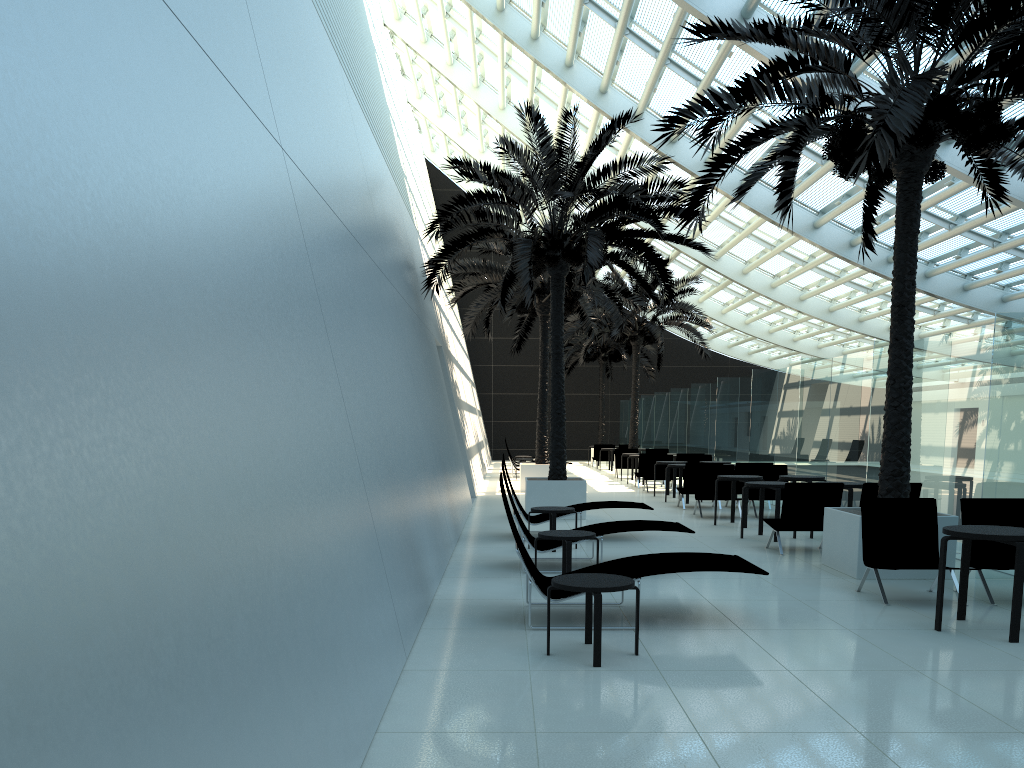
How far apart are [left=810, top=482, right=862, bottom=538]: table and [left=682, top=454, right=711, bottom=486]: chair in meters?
9.4 m

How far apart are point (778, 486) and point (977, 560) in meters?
3.8

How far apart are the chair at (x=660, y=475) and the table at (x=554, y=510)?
10.5 meters

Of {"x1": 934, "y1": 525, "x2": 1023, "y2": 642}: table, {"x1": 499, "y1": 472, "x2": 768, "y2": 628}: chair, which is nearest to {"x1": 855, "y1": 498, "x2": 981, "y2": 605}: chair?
{"x1": 934, "y1": 525, "x2": 1023, "y2": 642}: table

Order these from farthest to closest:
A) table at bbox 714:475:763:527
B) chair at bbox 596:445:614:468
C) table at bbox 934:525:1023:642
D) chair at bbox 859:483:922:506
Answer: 1. chair at bbox 596:445:614:468
2. table at bbox 714:475:763:527
3. chair at bbox 859:483:922:506
4. table at bbox 934:525:1023:642

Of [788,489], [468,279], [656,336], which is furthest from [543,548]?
[656,336]

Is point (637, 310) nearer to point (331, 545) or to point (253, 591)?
point (331, 545)

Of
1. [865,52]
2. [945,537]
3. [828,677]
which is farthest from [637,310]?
[828,677]

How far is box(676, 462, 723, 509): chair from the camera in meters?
16.2

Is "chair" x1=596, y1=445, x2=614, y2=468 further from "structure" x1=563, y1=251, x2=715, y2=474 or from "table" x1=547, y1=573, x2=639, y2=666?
"table" x1=547, y1=573, x2=639, y2=666
